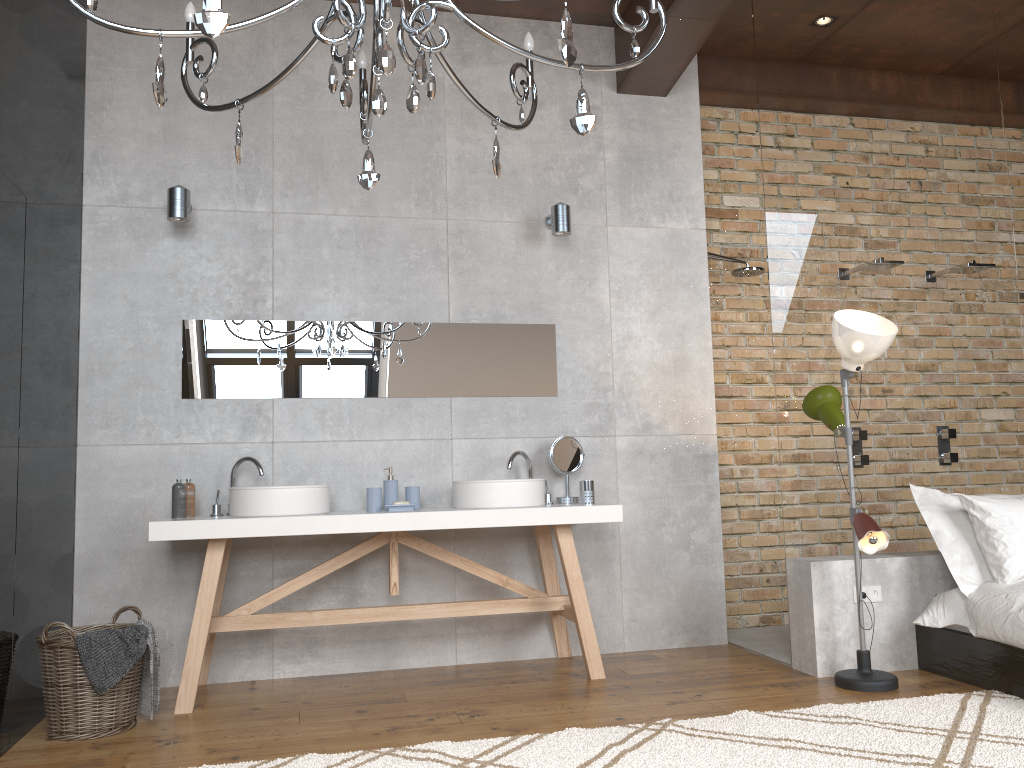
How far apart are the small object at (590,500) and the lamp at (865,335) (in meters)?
1.05

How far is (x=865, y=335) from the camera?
3.61m

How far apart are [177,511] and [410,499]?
1.03m

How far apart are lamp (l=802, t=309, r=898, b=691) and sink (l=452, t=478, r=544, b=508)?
1.26m

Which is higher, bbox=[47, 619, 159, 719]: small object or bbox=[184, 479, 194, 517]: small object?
bbox=[184, 479, 194, 517]: small object

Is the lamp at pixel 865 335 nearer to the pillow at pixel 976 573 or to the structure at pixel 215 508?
the pillow at pixel 976 573

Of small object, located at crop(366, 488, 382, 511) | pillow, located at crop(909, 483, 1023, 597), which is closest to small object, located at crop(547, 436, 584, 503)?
small object, located at crop(366, 488, 382, 511)

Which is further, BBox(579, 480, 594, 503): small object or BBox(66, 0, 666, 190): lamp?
BBox(579, 480, 594, 503): small object

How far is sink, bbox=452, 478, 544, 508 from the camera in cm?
400

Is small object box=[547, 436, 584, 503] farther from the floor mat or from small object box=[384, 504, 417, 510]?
the floor mat
